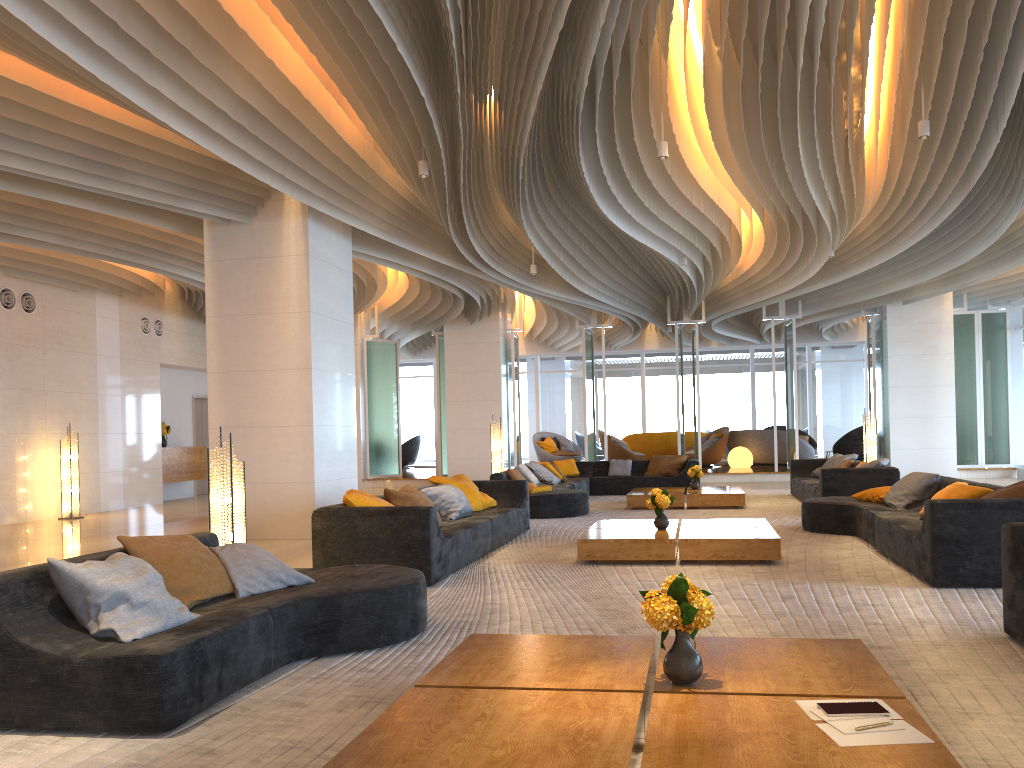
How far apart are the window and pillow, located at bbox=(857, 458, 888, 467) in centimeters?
1468cm

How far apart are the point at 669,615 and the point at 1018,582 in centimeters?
225cm

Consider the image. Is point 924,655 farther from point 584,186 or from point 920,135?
point 584,186

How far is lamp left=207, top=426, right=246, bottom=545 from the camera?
6.05m

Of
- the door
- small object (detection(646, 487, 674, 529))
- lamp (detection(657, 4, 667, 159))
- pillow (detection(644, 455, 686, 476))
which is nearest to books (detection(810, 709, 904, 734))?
small object (detection(646, 487, 674, 529))

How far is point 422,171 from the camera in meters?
8.2 m

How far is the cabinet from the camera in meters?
16.6 m

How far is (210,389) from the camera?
9.92m

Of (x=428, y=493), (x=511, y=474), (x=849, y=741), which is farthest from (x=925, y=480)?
(x=849, y=741)

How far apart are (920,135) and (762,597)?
4.37m
